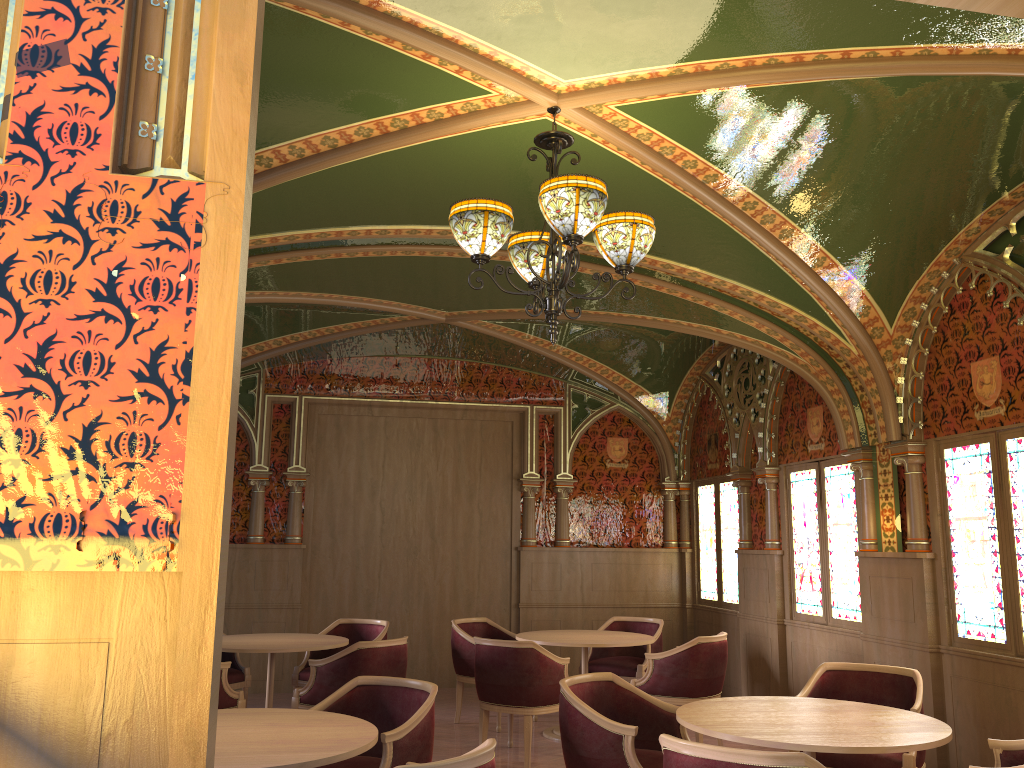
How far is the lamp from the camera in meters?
3.6

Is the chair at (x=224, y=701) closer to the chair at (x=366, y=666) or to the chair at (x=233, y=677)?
the chair at (x=366, y=666)

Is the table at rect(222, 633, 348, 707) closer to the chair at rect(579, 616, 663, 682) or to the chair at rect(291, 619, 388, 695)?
the chair at rect(291, 619, 388, 695)

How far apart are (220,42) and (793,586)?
7.20m

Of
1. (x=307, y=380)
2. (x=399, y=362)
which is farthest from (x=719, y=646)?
(x=307, y=380)

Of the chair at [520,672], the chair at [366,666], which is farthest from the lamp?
the chair at [366,666]

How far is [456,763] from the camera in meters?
2.7 m

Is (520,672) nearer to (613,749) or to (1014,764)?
(613,749)

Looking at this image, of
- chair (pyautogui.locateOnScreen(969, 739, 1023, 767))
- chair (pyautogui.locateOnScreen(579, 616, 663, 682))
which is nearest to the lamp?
chair (pyautogui.locateOnScreen(969, 739, 1023, 767))

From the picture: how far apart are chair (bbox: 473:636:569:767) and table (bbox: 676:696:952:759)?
2.0m
